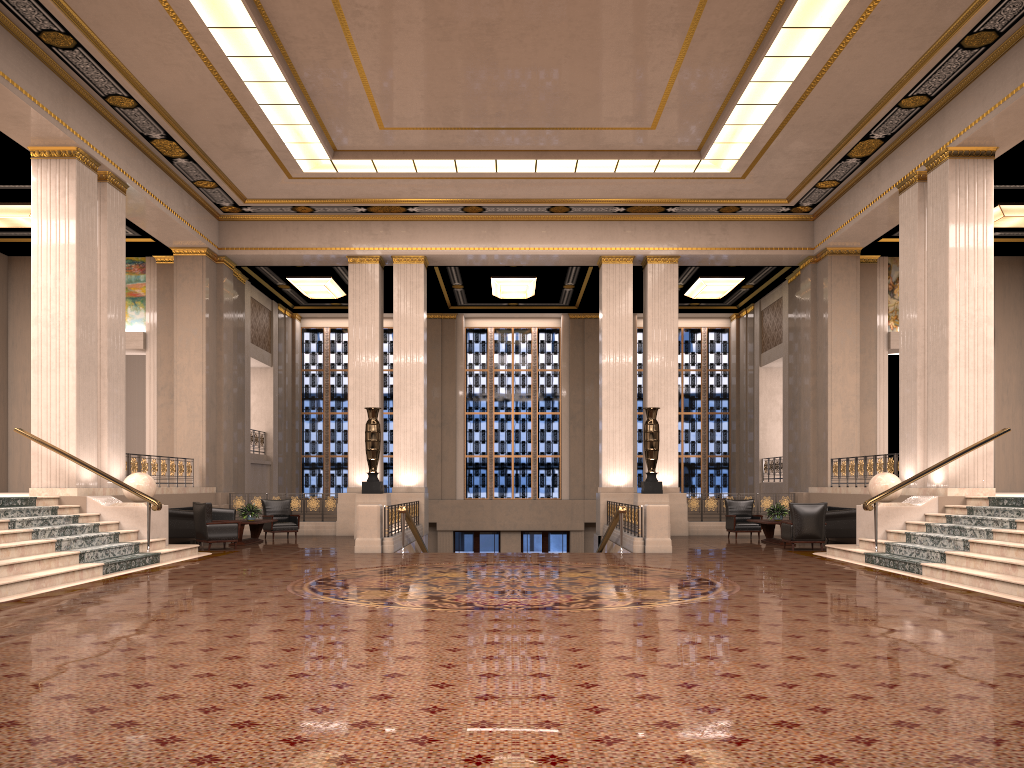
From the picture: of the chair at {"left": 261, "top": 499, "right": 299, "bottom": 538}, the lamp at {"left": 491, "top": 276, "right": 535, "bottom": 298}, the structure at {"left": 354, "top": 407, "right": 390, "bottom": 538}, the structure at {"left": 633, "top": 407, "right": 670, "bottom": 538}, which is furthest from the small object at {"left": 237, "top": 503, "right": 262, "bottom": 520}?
the lamp at {"left": 491, "top": 276, "right": 535, "bottom": 298}

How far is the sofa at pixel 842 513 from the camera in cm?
1613

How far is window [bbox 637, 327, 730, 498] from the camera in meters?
27.3

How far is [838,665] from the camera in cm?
543

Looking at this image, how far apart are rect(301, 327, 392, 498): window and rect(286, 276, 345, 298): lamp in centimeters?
324cm

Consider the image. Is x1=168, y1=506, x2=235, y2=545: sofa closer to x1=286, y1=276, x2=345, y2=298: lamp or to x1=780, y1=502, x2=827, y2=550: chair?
x1=286, y1=276, x2=345, y2=298: lamp

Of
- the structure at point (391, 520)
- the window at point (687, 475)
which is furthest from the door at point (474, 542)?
the structure at point (391, 520)

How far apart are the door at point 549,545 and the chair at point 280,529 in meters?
9.4 m

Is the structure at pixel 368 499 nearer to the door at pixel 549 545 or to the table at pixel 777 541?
the table at pixel 777 541

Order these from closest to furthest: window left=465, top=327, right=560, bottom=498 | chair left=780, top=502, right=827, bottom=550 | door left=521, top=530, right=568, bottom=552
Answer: chair left=780, top=502, right=827, bottom=550
door left=521, top=530, right=568, bottom=552
window left=465, top=327, right=560, bottom=498
